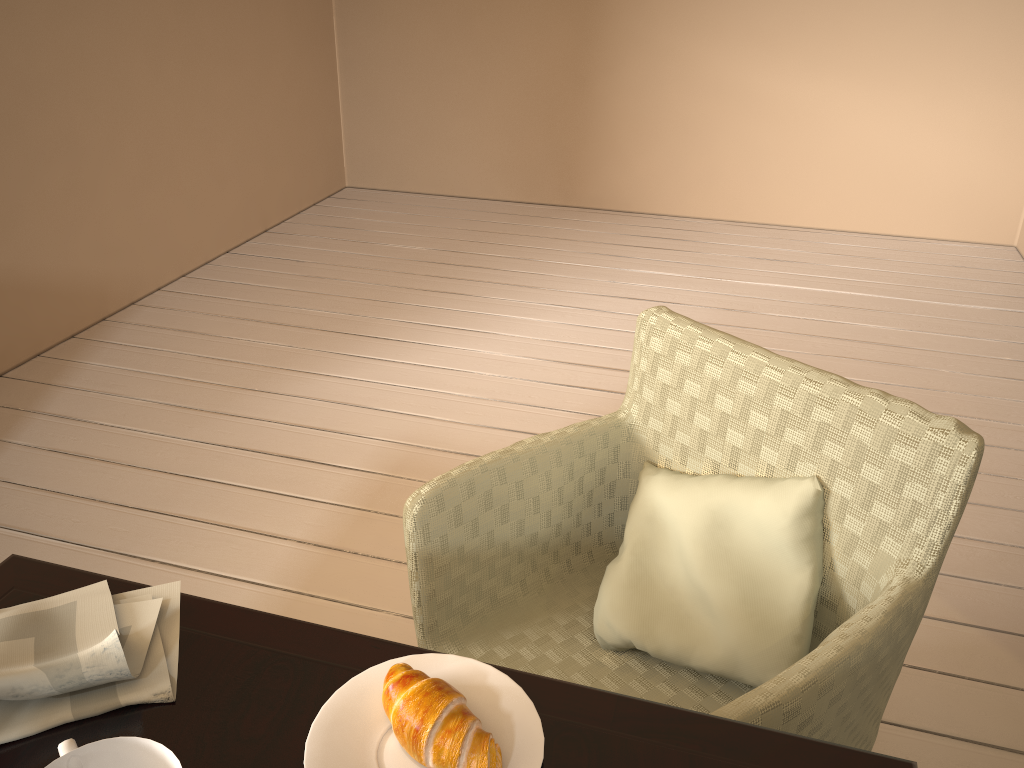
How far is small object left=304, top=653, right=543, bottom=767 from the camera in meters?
0.7 m

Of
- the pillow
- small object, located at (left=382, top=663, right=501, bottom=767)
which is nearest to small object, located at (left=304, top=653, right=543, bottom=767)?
small object, located at (left=382, top=663, right=501, bottom=767)

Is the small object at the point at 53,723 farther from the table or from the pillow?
the pillow

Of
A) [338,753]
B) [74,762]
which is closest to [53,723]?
[74,762]

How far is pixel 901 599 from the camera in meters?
1.0

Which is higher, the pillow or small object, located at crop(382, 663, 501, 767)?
small object, located at crop(382, 663, 501, 767)

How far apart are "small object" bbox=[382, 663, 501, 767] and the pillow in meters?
0.5

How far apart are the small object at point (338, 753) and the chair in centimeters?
Result: 22cm

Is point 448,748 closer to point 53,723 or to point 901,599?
point 53,723

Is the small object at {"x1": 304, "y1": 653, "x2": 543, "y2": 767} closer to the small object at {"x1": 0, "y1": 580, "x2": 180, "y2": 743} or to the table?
the table
